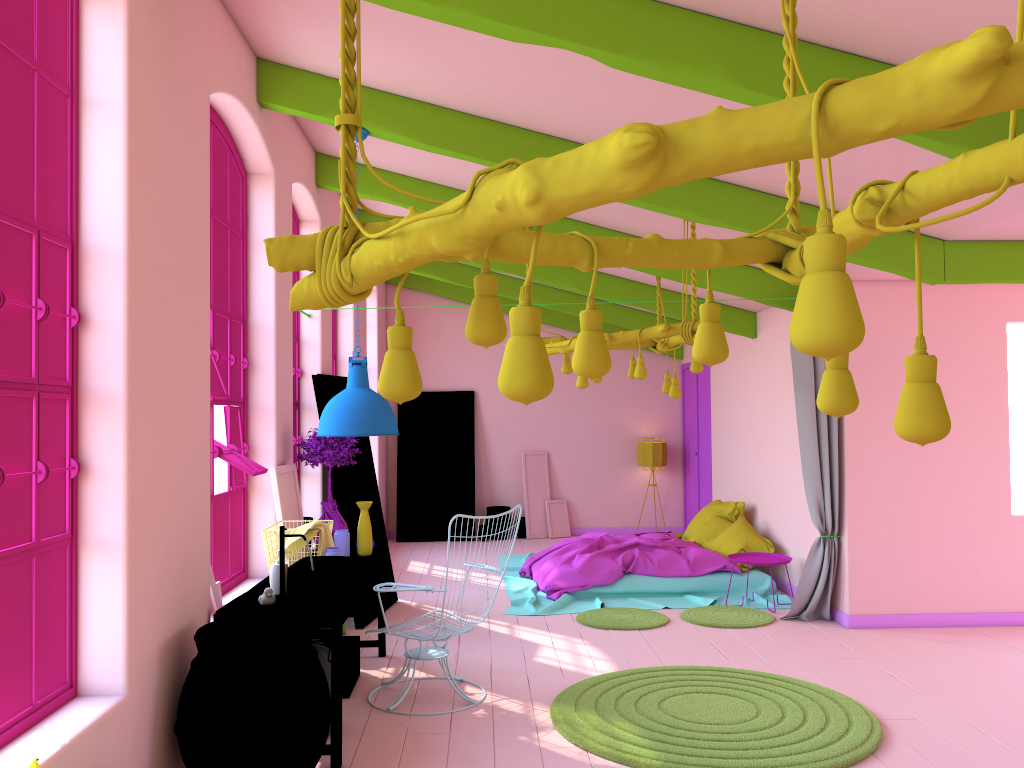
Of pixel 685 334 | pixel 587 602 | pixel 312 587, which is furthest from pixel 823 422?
pixel 312 587

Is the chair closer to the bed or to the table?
the table

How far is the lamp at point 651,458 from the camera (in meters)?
12.95

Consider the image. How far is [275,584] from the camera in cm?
505

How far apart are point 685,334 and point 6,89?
4.80m

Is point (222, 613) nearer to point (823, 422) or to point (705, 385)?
point (823, 422)

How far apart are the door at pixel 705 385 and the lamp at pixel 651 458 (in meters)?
0.41

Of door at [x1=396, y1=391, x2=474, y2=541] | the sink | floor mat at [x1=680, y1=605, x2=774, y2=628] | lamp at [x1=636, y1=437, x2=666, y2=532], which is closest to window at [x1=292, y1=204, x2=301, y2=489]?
the sink

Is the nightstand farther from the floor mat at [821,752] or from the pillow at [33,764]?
the pillow at [33,764]

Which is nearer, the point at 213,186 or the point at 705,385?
the point at 213,186
